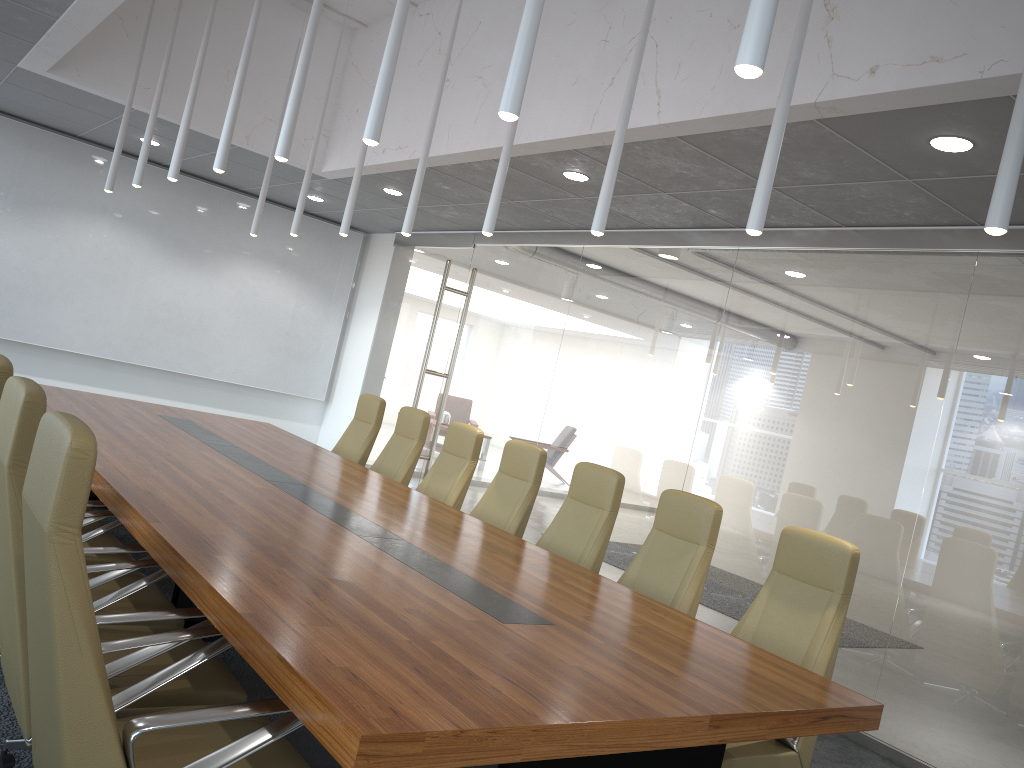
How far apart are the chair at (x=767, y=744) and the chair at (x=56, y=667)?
1.9 meters

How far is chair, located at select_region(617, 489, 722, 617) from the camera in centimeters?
489cm

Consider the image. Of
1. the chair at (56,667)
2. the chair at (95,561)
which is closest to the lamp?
the chair at (56,667)

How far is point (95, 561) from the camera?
4.44m

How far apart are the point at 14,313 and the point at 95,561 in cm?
719

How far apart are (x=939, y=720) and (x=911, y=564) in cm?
95

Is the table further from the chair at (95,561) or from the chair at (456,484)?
the chair at (456,484)

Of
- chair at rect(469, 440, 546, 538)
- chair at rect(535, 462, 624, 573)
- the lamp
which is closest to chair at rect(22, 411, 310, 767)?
the lamp

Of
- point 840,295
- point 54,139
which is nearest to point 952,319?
point 840,295

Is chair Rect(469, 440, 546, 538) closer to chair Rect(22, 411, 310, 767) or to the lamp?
the lamp
